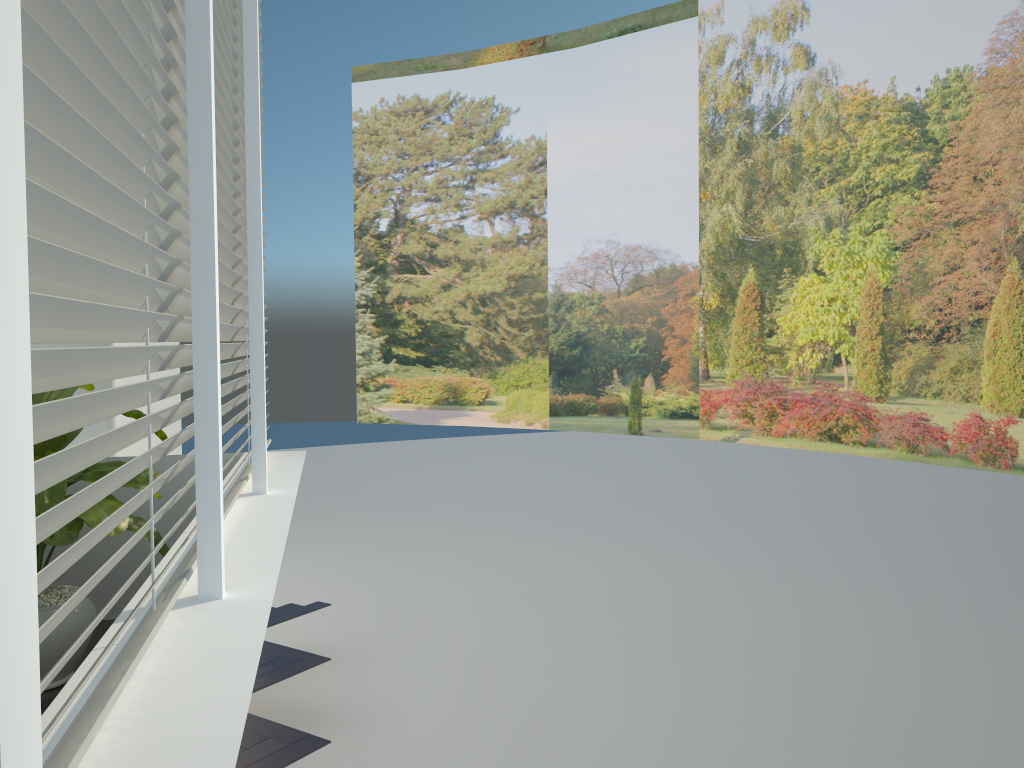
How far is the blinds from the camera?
1.06m

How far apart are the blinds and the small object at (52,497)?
0.4m

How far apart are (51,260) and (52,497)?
2.4 meters

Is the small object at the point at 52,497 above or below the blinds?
below

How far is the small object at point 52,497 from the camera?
3.12m

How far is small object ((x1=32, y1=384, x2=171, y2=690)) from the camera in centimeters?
312cm

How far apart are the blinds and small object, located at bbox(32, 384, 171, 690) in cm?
43

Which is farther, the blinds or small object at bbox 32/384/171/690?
small object at bbox 32/384/171/690

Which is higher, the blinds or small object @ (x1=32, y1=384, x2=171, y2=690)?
the blinds
